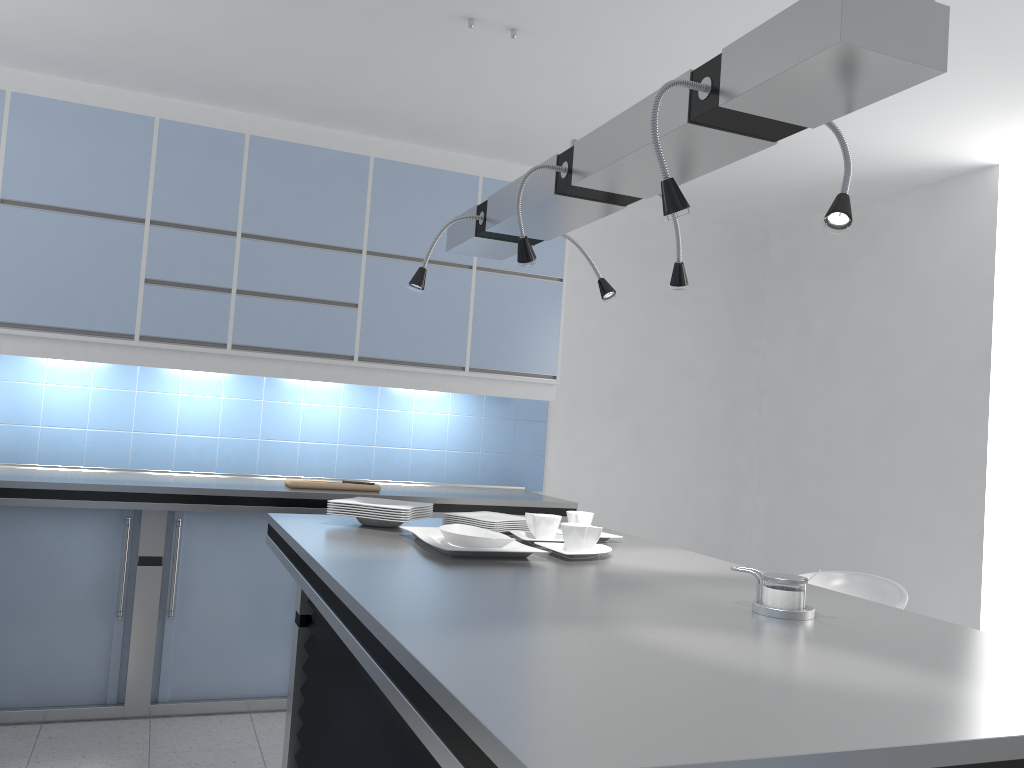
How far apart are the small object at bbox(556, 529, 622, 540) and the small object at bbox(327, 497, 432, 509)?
0.6m

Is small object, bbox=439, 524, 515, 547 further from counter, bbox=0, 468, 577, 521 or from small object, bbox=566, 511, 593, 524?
counter, bbox=0, 468, 577, 521

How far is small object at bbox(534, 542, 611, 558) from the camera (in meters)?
2.40

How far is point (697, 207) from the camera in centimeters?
533cm

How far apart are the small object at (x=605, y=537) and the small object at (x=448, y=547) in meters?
→ 0.5 m

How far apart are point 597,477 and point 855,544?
1.5m

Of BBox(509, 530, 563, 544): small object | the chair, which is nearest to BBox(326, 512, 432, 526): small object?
BBox(509, 530, 563, 544): small object

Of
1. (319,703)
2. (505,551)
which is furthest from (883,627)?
(319,703)

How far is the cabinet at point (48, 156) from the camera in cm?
389

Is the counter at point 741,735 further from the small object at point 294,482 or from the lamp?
the small object at point 294,482
